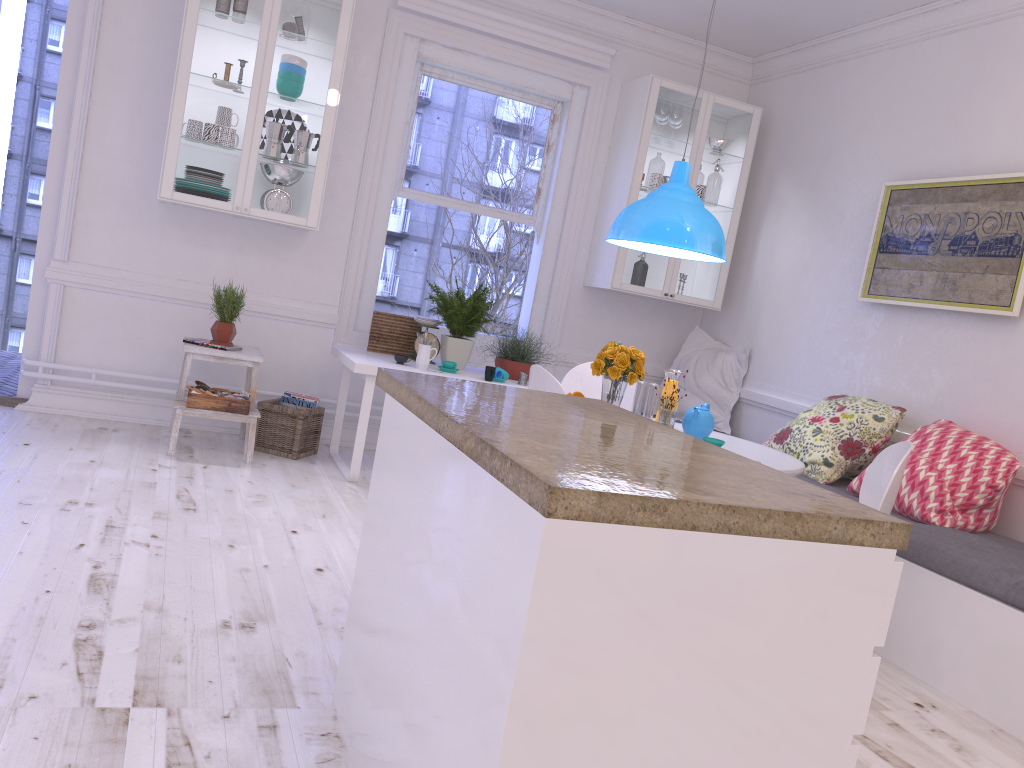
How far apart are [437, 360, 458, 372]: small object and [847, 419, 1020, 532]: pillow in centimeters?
206cm

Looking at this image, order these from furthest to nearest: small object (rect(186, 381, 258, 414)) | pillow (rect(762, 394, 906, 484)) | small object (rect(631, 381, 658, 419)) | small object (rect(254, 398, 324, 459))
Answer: small object (rect(254, 398, 324, 459))
small object (rect(186, 381, 258, 414))
pillow (rect(762, 394, 906, 484))
small object (rect(631, 381, 658, 419))

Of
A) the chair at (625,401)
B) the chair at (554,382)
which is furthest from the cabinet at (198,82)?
the chair at (554,382)

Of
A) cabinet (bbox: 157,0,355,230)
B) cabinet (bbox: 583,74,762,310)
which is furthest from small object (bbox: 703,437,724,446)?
cabinet (bbox: 157,0,355,230)

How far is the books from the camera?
5.0m

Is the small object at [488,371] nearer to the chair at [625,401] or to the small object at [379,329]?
the chair at [625,401]

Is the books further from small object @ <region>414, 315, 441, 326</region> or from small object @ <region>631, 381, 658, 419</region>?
small object @ <region>631, 381, 658, 419</region>

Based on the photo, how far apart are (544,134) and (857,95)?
1.9 meters

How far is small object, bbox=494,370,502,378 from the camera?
4.8 meters

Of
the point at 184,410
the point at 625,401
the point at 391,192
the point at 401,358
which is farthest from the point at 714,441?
the point at 391,192
